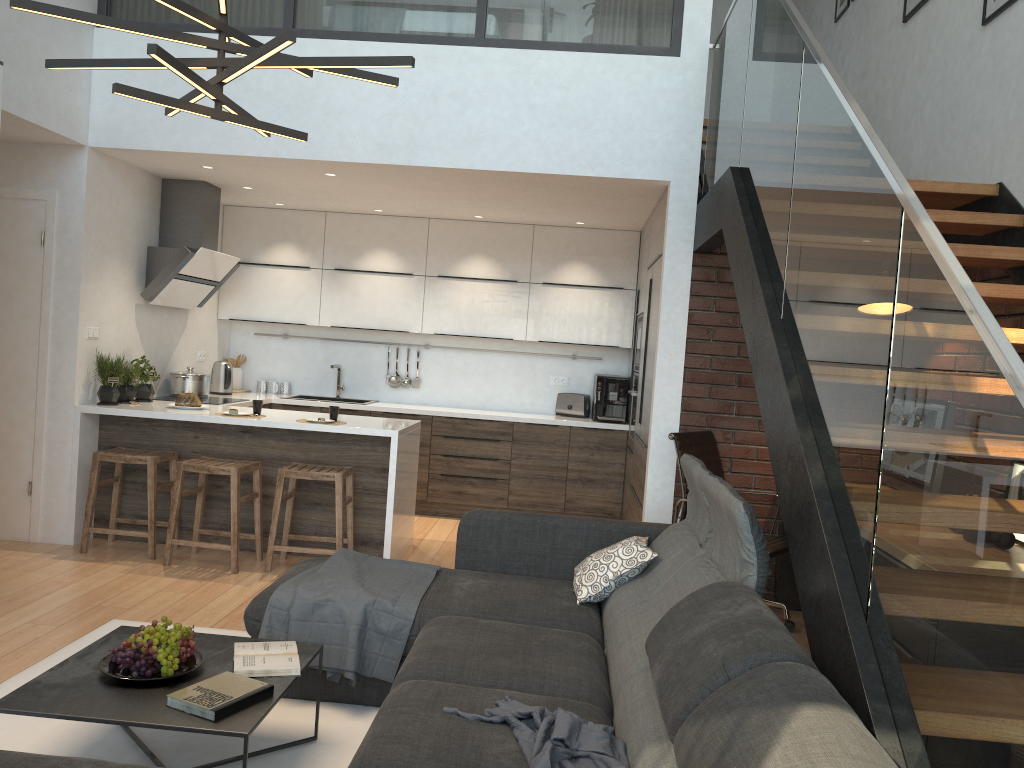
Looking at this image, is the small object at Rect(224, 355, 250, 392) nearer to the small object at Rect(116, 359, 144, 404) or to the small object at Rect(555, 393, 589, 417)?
the small object at Rect(116, 359, 144, 404)

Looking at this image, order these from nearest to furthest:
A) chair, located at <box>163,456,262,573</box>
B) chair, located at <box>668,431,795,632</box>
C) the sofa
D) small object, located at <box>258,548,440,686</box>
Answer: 1. the sofa
2. small object, located at <box>258,548,440,686</box>
3. chair, located at <box>668,431,795,632</box>
4. chair, located at <box>163,456,262,573</box>

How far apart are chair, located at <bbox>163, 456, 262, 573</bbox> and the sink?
2.3m

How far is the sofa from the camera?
1.7m

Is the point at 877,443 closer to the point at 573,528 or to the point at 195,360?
the point at 573,528

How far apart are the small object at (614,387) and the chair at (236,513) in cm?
279

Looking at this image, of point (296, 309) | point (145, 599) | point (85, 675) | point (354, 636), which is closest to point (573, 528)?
point (354, 636)

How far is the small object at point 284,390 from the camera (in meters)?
7.60

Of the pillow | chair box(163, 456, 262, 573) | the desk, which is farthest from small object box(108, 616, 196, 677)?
the desk

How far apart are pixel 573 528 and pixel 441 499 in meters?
3.3
